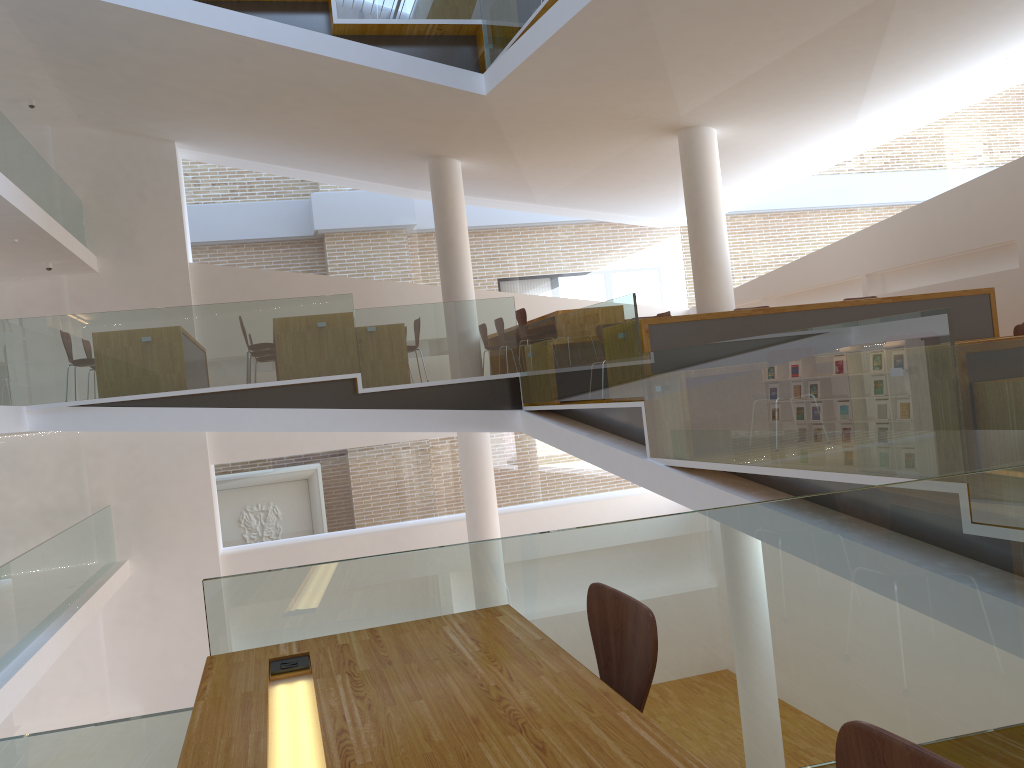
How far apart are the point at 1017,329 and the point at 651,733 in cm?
637

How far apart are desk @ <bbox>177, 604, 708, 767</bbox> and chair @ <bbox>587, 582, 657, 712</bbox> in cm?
13

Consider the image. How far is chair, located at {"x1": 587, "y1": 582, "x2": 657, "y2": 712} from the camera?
1.8 meters

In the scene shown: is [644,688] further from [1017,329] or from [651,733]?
A: [1017,329]

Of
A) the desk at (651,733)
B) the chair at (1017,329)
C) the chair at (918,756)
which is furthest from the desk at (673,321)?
the chair at (918,756)

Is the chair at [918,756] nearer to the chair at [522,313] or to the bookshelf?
the chair at [522,313]

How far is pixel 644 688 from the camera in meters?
1.8

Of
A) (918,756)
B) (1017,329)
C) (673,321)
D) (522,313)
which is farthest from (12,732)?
(918,756)

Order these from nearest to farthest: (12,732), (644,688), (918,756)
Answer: (918,756), (644,688), (12,732)

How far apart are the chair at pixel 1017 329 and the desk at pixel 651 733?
5.8m
